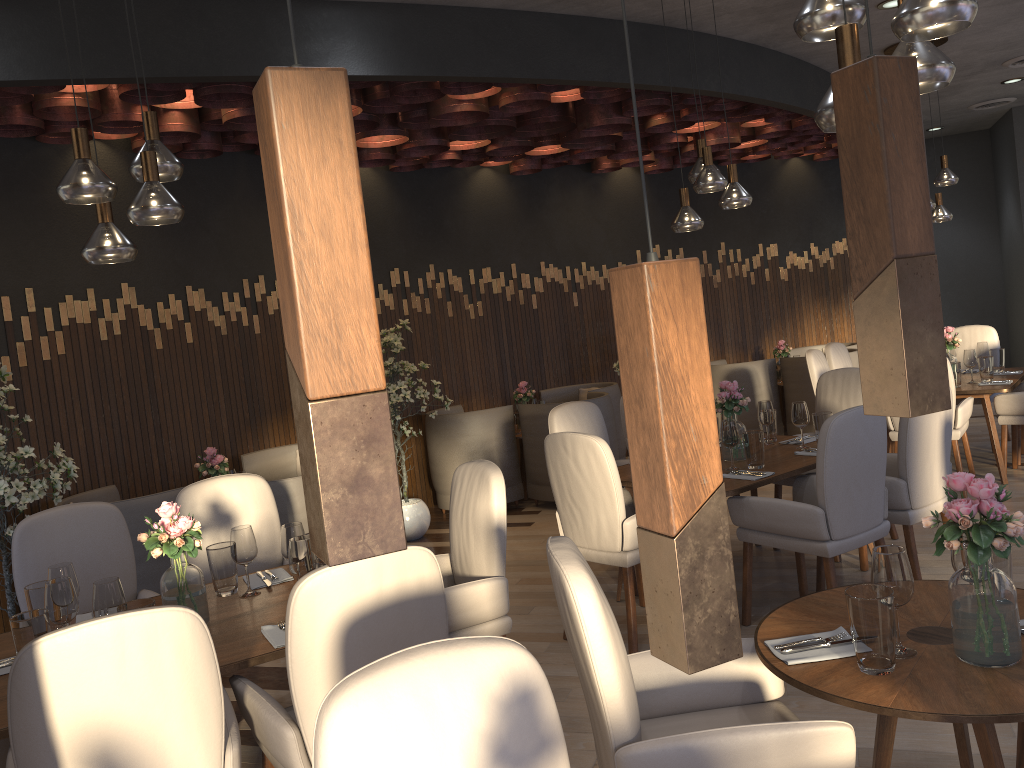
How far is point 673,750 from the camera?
1.9 meters

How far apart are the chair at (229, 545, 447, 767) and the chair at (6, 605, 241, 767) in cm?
4

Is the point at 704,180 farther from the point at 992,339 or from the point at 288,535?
the point at 992,339

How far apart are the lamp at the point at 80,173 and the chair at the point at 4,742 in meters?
1.4

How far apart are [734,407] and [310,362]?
4.19m

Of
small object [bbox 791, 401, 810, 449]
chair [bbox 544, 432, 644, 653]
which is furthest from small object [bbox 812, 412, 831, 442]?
chair [bbox 544, 432, 644, 653]

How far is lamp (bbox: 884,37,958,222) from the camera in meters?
6.5 m

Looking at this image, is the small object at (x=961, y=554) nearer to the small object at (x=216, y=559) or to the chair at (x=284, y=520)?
the small object at (x=216, y=559)

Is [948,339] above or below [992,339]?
above

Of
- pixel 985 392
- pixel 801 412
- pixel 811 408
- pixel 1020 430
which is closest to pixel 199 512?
pixel 801 412
